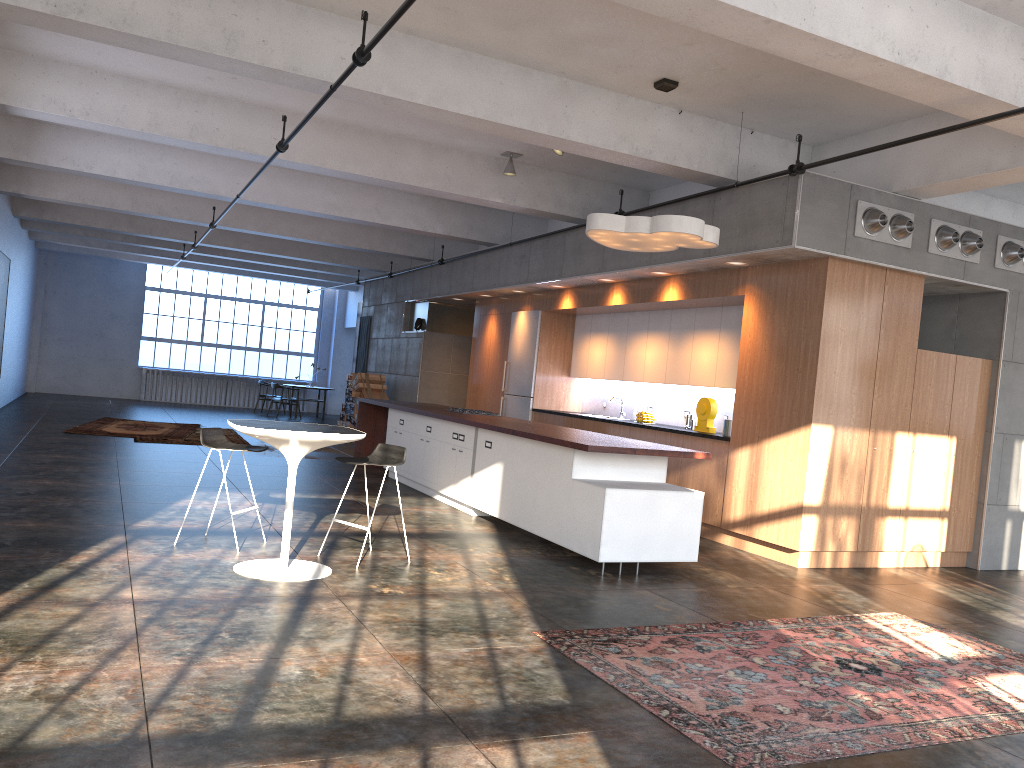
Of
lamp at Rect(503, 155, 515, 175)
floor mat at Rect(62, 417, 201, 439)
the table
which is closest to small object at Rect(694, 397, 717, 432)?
lamp at Rect(503, 155, 515, 175)

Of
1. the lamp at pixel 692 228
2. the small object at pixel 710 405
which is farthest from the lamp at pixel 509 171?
the small object at pixel 710 405

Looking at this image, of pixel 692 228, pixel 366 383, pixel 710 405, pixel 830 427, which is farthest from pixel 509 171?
pixel 366 383

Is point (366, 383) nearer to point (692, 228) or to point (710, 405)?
point (710, 405)

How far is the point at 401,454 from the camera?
6.43m

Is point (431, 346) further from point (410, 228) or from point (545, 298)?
point (545, 298)

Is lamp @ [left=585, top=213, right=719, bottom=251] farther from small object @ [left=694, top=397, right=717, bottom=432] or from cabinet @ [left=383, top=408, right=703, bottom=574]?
small object @ [left=694, top=397, right=717, bottom=432]

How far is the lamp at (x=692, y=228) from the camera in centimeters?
685cm

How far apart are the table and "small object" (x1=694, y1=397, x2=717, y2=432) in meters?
4.7 m

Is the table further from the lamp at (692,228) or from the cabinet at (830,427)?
the cabinet at (830,427)
